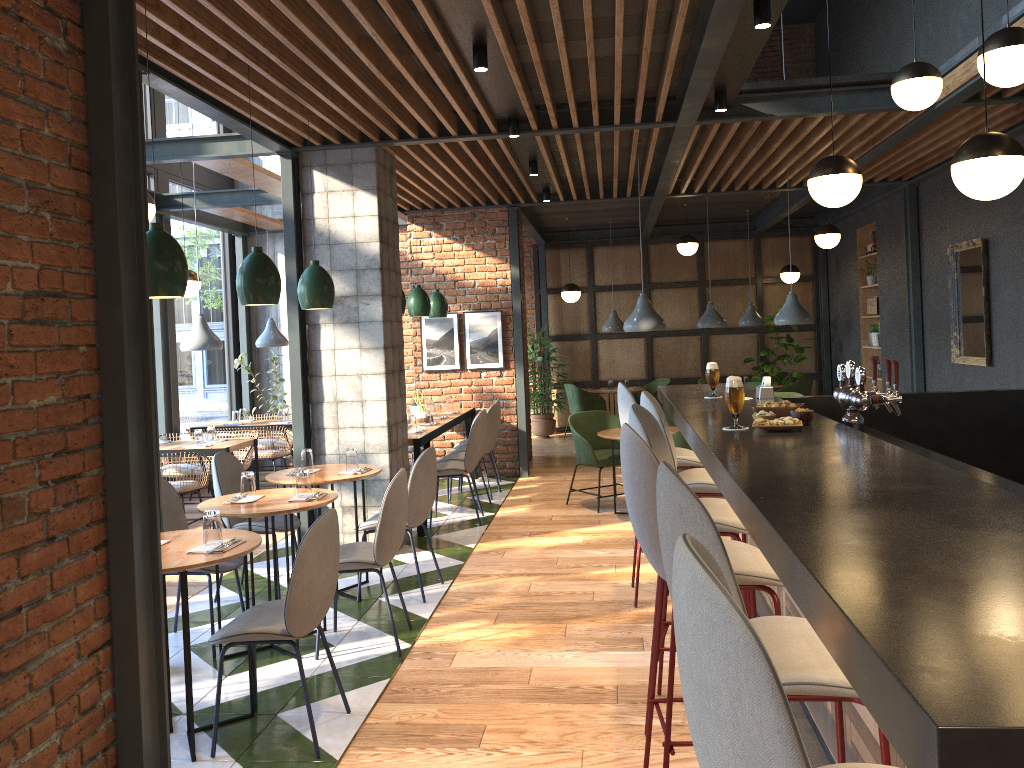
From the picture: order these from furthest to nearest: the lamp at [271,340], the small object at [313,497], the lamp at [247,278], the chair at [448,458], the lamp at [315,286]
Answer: the lamp at [271,340]
the chair at [448,458]
the lamp at [315,286]
the small object at [313,497]
the lamp at [247,278]

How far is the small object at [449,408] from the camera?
9.1 meters

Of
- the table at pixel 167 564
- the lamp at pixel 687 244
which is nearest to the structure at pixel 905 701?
the table at pixel 167 564

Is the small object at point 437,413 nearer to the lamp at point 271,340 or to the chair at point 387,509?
the lamp at point 271,340

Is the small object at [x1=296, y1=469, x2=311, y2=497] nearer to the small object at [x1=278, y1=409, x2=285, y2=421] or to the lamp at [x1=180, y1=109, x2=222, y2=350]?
the lamp at [x1=180, y1=109, x2=222, y2=350]

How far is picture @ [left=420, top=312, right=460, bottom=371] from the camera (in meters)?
9.63

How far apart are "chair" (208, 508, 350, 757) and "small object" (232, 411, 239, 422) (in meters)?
6.17

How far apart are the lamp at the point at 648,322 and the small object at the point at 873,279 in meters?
5.1

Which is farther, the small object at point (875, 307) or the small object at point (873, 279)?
the small object at point (873, 279)

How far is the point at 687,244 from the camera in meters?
11.1 m
